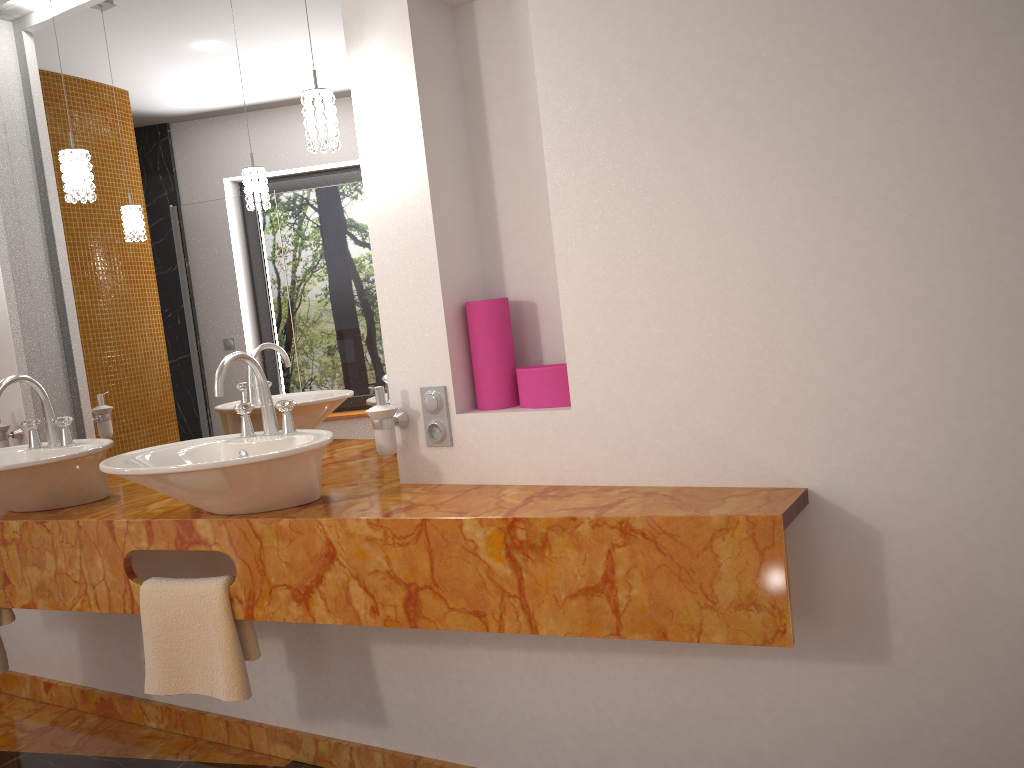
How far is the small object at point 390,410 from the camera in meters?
2.1

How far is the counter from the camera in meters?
1.6 m

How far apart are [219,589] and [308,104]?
1.1 meters

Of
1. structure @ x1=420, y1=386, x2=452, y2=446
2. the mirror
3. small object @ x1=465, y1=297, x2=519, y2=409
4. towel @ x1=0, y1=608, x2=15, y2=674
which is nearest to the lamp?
the mirror

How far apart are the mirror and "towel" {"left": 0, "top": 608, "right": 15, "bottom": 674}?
0.6m

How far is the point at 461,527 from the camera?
1.75m

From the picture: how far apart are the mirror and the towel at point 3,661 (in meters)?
0.65

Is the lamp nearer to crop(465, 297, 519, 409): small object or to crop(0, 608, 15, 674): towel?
crop(465, 297, 519, 409): small object

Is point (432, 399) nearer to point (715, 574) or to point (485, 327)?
point (485, 327)

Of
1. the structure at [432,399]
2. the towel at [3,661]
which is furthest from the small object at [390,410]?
the towel at [3,661]
